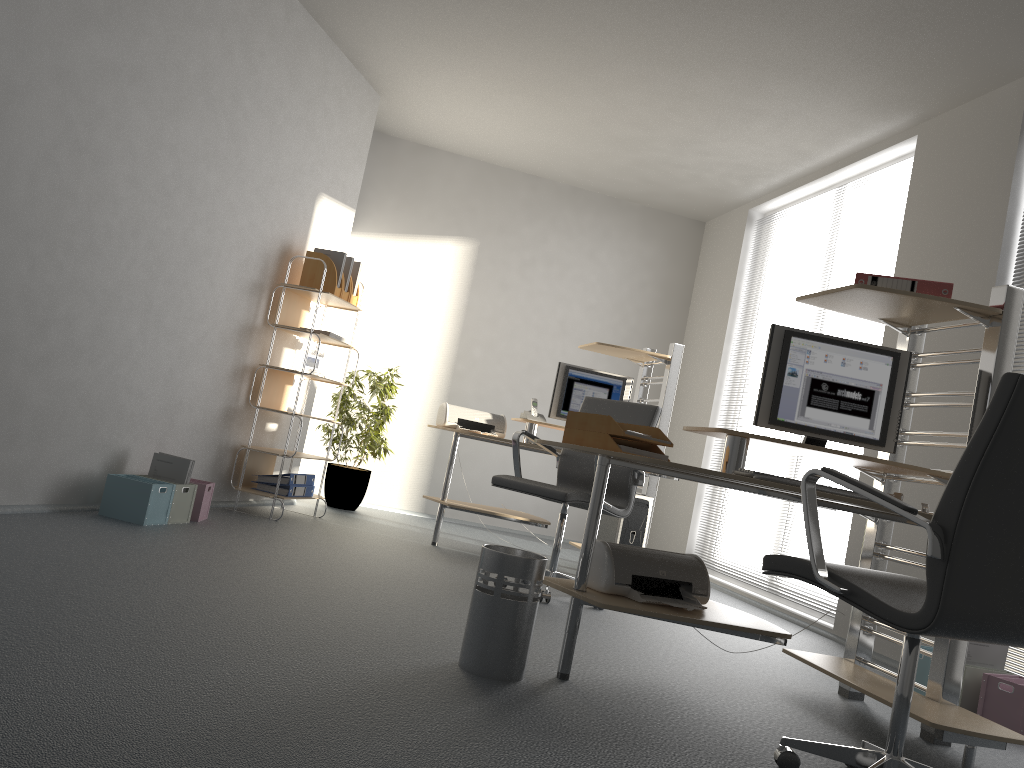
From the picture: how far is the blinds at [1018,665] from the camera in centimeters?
378cm

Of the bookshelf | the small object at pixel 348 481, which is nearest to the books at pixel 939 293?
the bookshelf

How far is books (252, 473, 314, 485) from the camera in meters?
5.3

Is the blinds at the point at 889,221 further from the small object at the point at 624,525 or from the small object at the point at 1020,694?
the small object at the point at 1020,694

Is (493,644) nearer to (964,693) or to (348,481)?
(964,693)

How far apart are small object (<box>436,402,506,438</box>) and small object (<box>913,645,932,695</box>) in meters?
2.8 m

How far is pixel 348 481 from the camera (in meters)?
6.47

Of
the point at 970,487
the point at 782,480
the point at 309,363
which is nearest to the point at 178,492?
the point at 309,363

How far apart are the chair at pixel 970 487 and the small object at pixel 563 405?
3.49m

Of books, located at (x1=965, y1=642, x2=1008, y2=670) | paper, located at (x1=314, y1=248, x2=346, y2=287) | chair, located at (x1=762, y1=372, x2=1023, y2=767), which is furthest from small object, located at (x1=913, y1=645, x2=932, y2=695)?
paper, located at (x1=314, y1=248, x2=346, y2=287)
